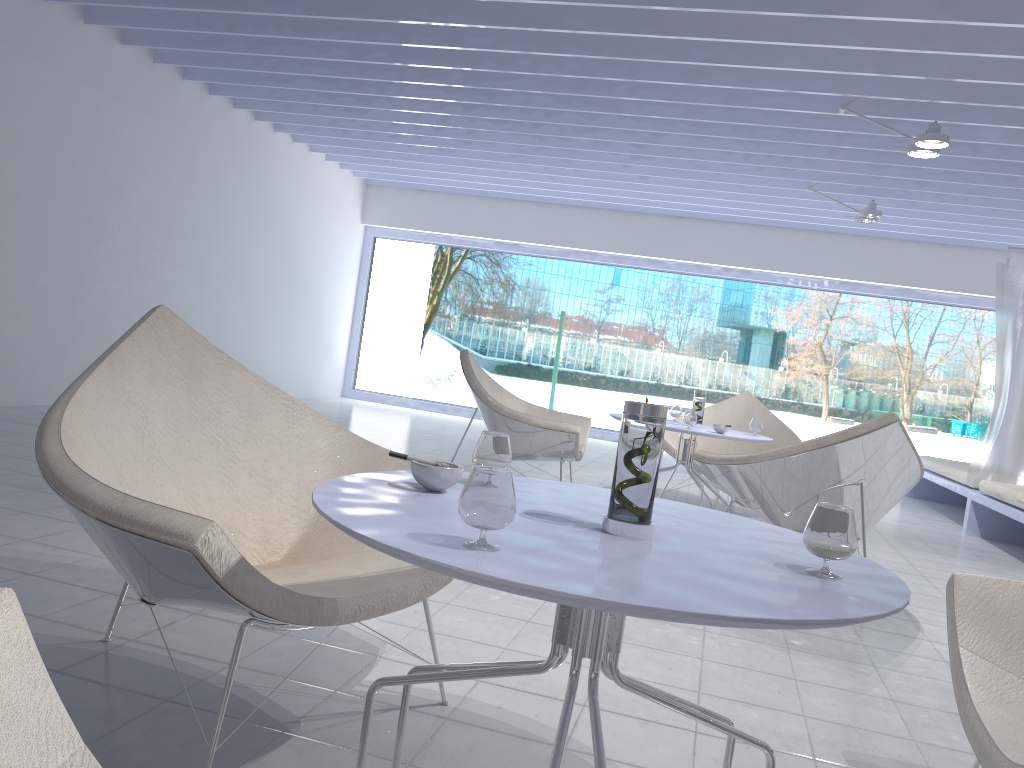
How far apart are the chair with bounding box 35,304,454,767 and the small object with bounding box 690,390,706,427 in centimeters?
273cm

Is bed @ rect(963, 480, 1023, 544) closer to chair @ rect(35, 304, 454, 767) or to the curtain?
the curtain

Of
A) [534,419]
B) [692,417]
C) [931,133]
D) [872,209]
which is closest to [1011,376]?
[872,209]

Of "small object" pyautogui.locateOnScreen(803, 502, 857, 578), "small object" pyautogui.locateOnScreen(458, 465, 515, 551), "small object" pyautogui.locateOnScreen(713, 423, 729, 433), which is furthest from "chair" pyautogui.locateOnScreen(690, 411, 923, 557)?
"small object" pyautogui.locateOnScreen(458, 465, 515, 551)

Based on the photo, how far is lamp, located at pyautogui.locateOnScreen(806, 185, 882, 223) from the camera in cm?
683

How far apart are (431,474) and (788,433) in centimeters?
448cm

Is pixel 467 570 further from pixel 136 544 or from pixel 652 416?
pixel 136 544

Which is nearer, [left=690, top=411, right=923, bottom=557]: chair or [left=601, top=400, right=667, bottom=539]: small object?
[left=601, top=400, right=667, bottom=539]: small object

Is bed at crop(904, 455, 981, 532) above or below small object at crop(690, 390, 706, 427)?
below

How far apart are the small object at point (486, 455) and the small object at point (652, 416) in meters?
0.3
